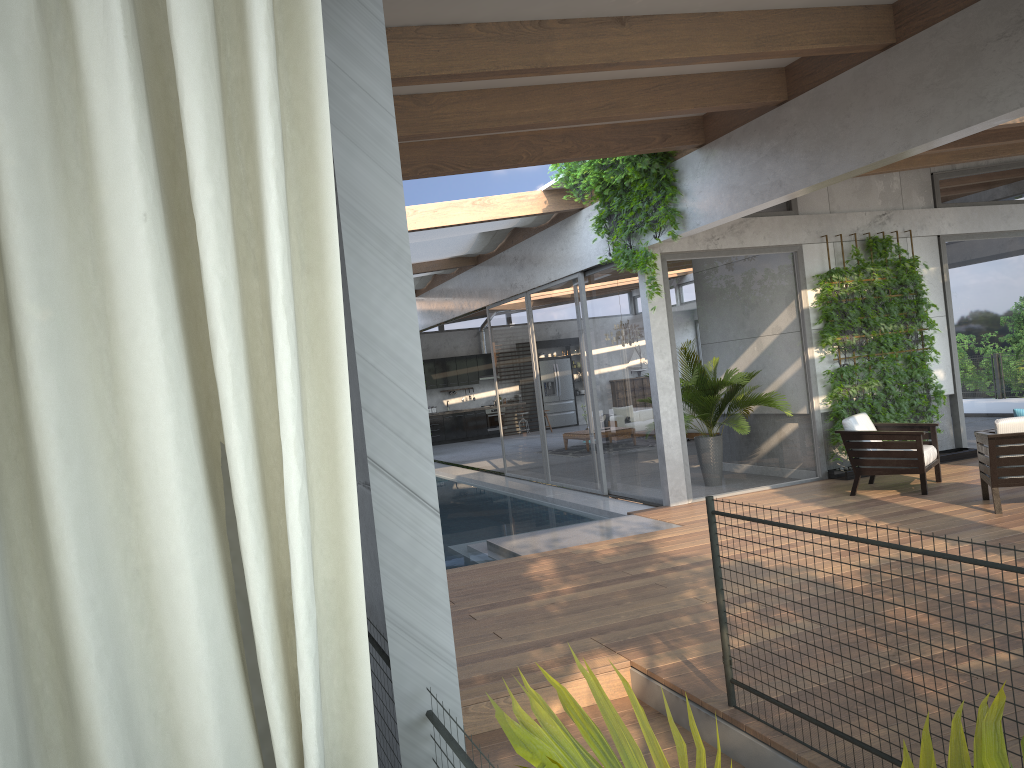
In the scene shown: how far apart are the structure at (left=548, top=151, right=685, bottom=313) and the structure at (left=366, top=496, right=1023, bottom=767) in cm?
501

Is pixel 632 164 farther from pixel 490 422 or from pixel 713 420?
pixel 490 422

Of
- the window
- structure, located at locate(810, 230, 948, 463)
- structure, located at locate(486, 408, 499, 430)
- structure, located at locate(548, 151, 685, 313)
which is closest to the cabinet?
structure, located at locate(486, 408, 499, 430)

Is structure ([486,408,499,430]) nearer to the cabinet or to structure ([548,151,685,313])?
the cabinet

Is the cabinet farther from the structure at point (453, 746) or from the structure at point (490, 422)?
the structure at point (453, 746)

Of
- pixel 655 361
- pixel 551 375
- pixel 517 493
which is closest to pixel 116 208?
pixel 655 361

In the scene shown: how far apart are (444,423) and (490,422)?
1.3m

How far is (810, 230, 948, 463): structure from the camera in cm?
984

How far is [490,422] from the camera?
24.0 meters

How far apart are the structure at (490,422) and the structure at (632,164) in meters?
14.4
